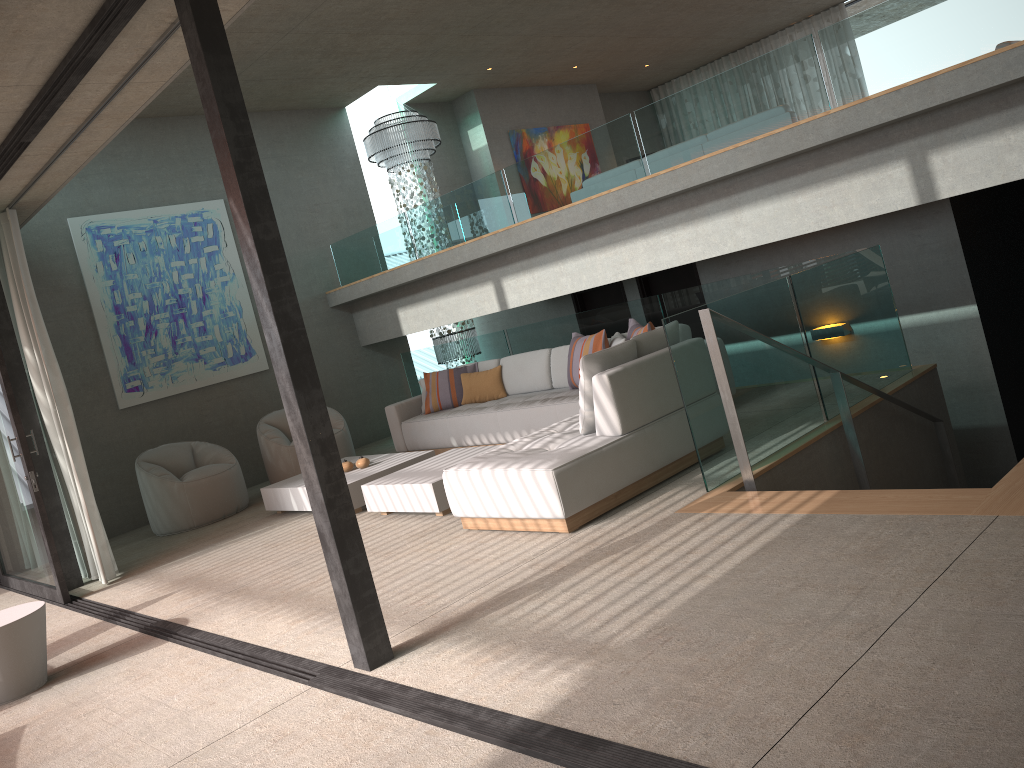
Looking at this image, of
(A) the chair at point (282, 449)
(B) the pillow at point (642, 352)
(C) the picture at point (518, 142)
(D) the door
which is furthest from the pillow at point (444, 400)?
(C) the picture at point (518, 142)

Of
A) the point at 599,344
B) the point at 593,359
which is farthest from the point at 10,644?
the point at 599,344

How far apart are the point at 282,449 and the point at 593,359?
4.7 meters

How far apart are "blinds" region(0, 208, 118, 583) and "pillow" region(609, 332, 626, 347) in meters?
4.3

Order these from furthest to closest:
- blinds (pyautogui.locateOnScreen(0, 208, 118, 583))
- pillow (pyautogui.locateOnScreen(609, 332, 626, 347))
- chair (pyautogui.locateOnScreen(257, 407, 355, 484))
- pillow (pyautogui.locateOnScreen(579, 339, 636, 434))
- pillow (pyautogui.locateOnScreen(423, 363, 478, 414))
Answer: chair (pyautogui.locateOnScreen(257, 407, 355, 484)) → pillow (pyautogui.locateOnScreen(423, 363, 478, 414)) → pillow (pyautogui.locateOnScreen(609, 332, 626, 347)) → blinds (pyautogui.locateOnScreen(0, 208, 118, 583)) → pillow (pyautogui.locateOnScreen(579, 339, 636, 434))

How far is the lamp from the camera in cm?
1104

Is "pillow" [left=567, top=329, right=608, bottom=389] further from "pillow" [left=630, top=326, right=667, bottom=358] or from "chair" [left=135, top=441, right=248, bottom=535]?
"chair" [left=135, top=441, right=248, bottom=535]

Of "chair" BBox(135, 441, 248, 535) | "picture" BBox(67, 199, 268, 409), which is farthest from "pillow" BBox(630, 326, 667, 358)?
"picture" BBox(67, 199, 268, 409)

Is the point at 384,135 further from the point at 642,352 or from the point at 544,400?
the point at 642,352

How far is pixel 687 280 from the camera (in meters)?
9.54
